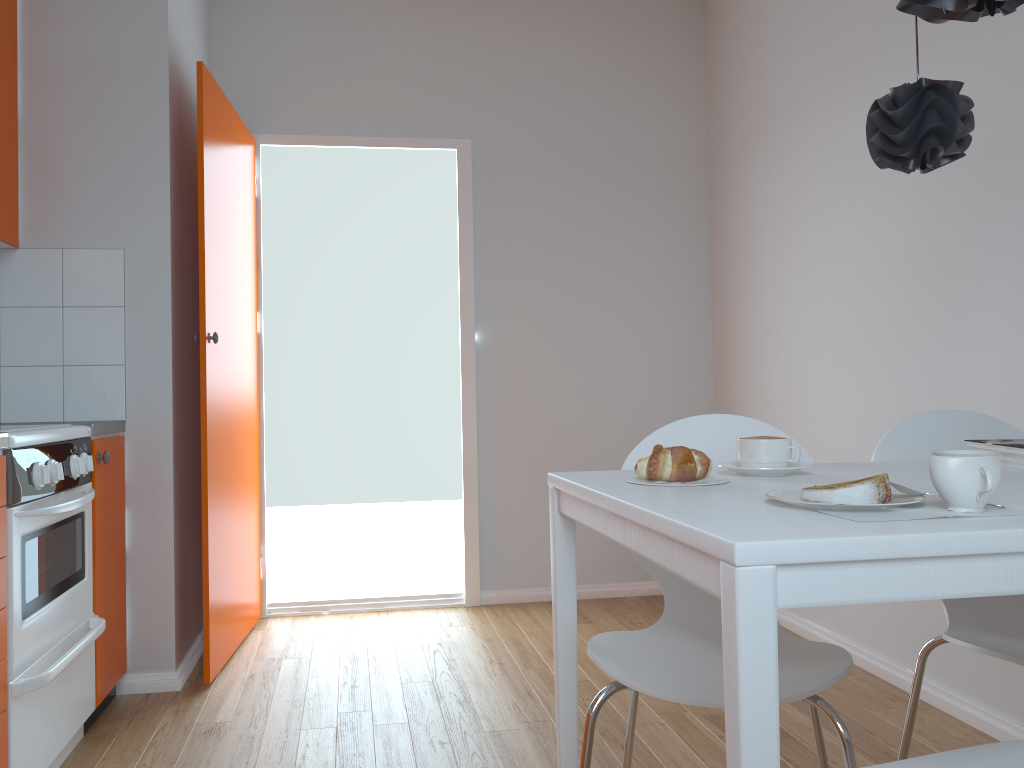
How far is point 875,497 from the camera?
1.1m

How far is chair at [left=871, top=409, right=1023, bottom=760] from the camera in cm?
166

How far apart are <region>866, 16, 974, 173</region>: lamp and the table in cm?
54

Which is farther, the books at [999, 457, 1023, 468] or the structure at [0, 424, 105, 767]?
the structure at [0, 424, 105, 767]

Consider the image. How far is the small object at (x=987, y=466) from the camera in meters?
1.0

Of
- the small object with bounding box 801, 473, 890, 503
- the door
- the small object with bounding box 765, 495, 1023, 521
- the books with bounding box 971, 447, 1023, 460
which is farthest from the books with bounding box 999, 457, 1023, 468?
the door

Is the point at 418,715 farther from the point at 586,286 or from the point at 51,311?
the point at 586,286

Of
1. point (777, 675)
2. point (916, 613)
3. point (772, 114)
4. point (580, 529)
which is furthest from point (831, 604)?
point (580, 529)

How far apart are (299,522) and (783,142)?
12.23m

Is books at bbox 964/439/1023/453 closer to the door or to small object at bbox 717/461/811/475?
small object at bbox 717/461/811/475
